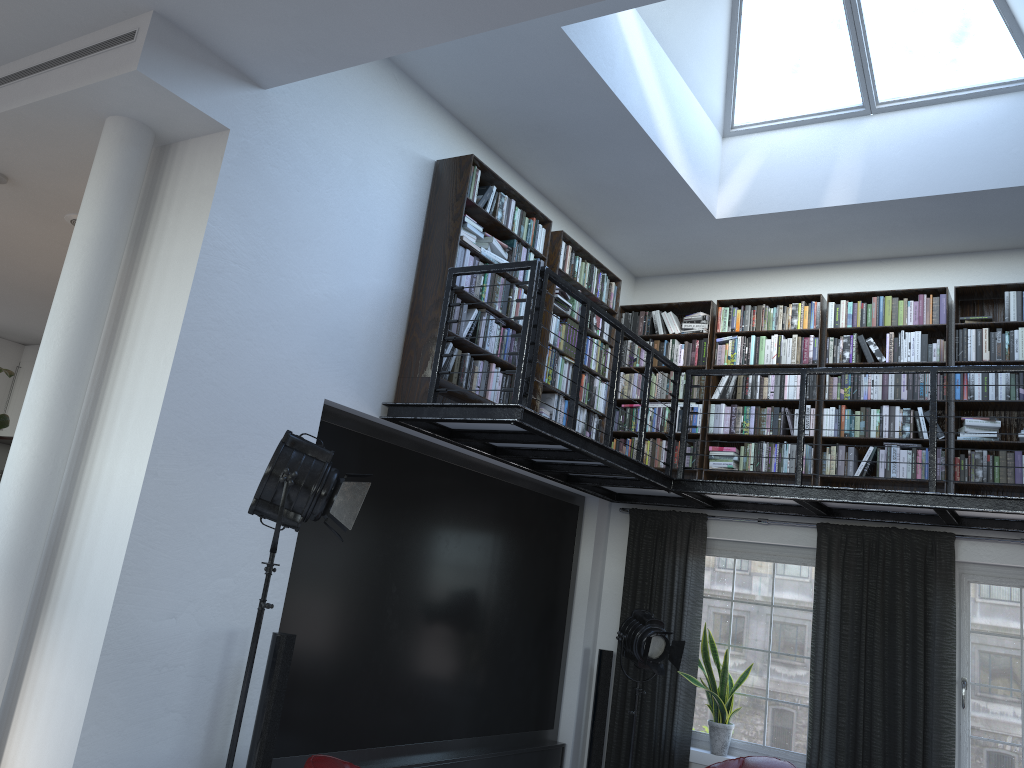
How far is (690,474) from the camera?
7.4m

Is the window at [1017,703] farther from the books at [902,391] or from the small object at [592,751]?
the small object at [592,751]

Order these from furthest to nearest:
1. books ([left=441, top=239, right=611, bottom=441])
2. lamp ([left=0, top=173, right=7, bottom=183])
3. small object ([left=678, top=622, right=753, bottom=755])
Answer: small object ([left=678, top=622, right=753, bottom=755]) < books ([left=441, top=239, right=611, bottom=441]) < lamp ([left=0, top=173, right=7, bottom=183])

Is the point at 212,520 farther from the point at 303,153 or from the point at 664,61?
the point at 664,61

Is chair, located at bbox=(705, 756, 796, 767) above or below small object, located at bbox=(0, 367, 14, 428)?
below

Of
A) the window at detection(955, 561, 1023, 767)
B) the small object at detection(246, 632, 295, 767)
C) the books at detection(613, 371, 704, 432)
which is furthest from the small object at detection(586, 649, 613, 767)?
the small object at detection(246, 632, 295, 767)

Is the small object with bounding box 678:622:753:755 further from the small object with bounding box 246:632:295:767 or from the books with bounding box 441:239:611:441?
the small object with bounding box 246:632:295:767

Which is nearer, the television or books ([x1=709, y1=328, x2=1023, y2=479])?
the television

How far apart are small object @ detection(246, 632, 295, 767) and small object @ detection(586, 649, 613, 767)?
3.5 meters

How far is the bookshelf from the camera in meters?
5.3 m
